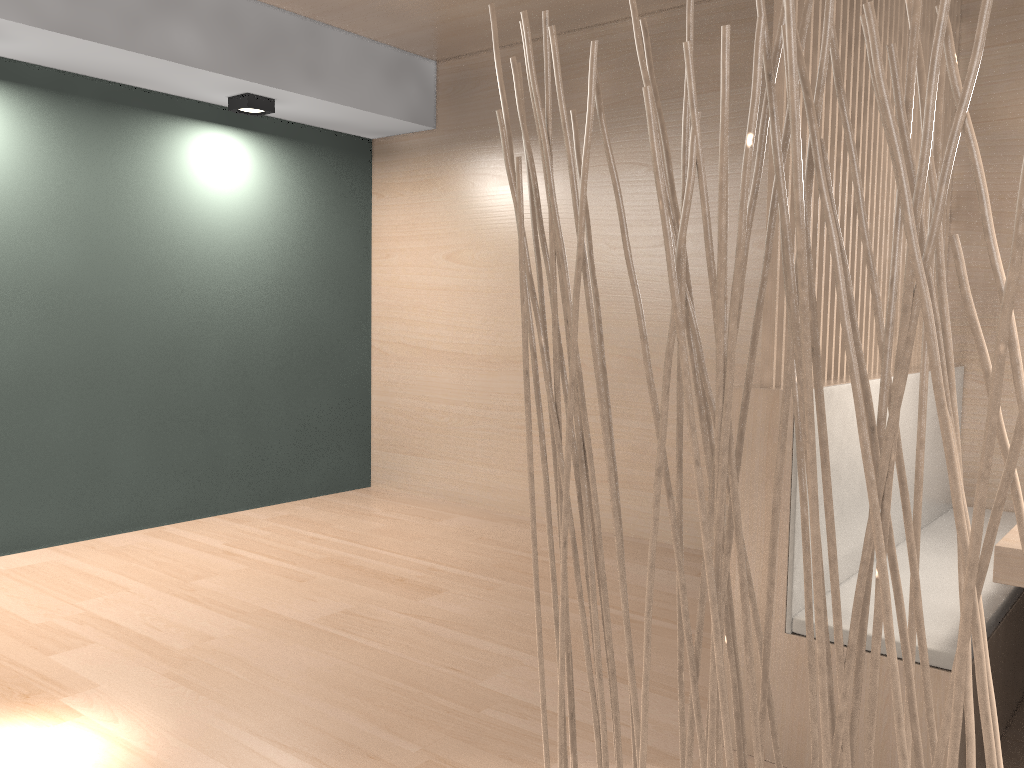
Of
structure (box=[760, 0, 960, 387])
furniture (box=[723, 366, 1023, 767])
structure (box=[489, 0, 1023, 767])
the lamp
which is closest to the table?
furniture (box=[723, 366, 1023, 767])

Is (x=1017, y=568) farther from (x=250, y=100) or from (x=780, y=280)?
(x=250, y=100)

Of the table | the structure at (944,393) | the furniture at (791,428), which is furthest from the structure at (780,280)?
the structure at (944,393)

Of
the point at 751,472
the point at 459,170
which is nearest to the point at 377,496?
the point at 459,170

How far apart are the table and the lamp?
2.4m

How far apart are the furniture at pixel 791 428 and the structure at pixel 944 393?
0.75m

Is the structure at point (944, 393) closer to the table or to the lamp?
the table

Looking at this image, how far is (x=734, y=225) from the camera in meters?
2.5 m

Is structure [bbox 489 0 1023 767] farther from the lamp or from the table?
the lamp

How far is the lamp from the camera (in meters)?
2.74
